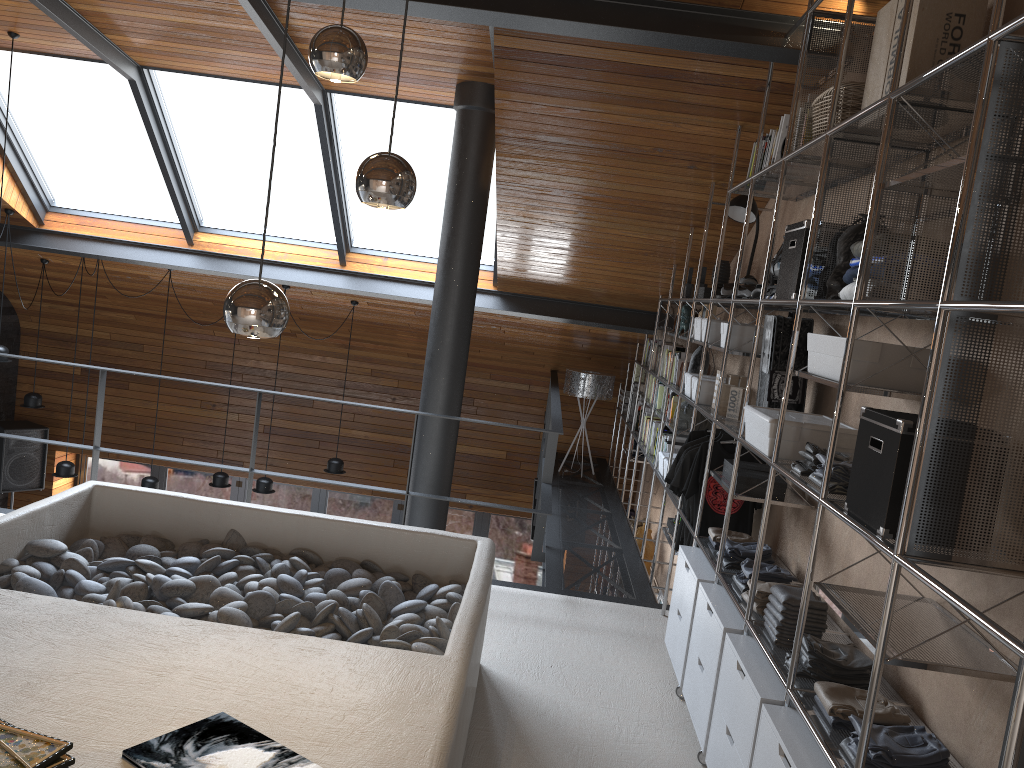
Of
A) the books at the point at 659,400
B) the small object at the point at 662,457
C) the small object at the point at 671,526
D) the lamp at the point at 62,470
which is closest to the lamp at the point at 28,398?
the lamp at the point at 62,470

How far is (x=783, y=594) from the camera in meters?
3.0

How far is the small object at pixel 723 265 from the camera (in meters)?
5.42

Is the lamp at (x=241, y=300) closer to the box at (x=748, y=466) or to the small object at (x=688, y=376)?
the box at (x=748, y=466)

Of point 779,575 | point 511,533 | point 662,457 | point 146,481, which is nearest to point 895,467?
point 779,575

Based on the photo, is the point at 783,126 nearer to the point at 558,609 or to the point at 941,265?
the point at 941,265

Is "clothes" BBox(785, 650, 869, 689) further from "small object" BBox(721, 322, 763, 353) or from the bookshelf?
"small object" BBox(721, 322, 763, 353)

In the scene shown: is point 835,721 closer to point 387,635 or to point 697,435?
point 387,635

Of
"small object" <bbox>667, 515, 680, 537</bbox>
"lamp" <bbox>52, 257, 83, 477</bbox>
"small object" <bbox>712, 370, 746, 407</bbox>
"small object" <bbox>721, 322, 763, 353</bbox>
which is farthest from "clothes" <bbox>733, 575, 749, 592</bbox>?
"lamp" <bbox>52, 257, 83, 477</bbox>

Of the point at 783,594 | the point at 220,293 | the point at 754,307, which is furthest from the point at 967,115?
the point at 220,293
